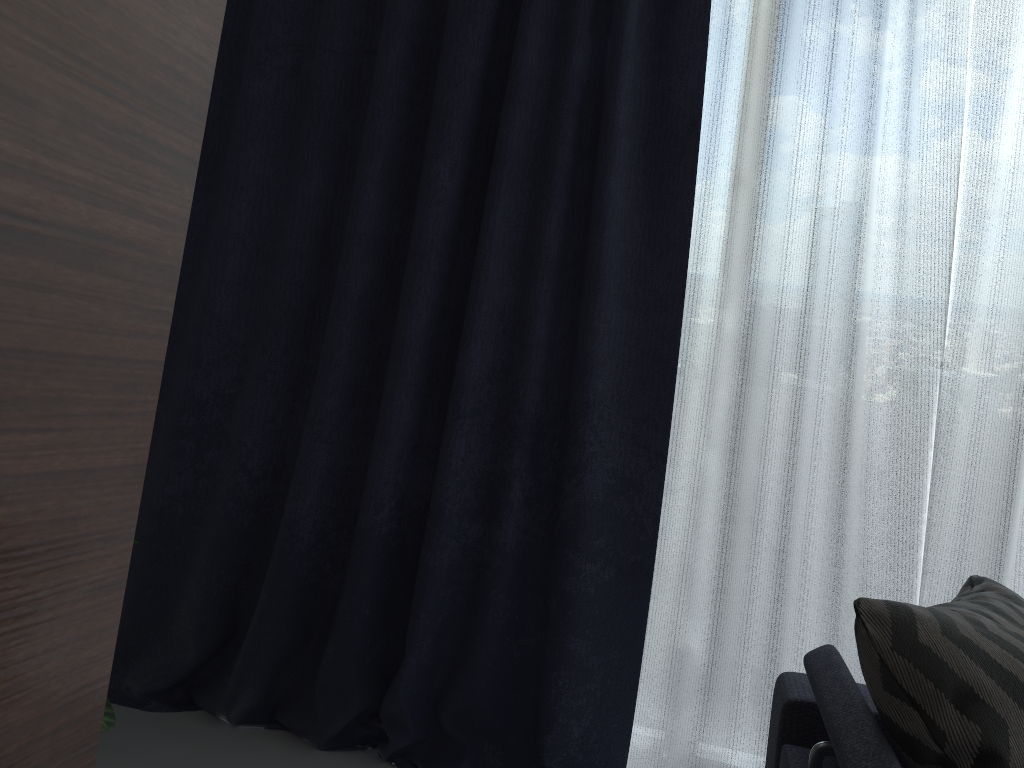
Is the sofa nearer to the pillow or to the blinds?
the pillow

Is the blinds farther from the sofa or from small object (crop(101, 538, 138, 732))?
small object (crop(101, 538, 138, 732))

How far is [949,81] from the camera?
2.07m

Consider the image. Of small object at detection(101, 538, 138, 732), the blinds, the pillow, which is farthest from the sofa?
small object at detection(101, 538, 138, 732)

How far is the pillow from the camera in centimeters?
102cm

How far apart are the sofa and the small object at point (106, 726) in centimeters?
112cm

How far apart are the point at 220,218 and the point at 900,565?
1.92m

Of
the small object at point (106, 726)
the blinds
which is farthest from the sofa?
the small object at point (106, 726)

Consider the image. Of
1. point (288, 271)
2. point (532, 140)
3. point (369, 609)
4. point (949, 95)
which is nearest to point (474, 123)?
point (532, 140)

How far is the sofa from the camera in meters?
1.0 m
